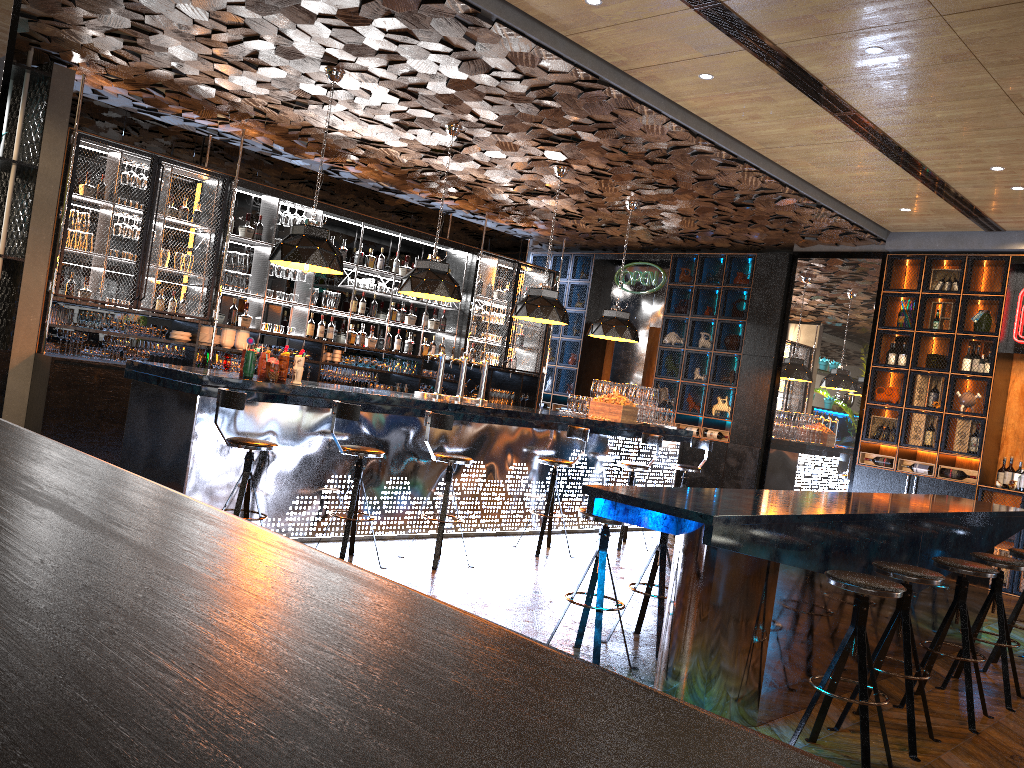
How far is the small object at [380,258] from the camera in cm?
1074

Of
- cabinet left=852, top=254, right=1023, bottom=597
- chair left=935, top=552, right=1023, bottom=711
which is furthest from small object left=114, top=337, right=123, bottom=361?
cabinet left=852, top=254, right=1023, bottom=597

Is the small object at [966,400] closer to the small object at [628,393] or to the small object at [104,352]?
the small object at [628,393]

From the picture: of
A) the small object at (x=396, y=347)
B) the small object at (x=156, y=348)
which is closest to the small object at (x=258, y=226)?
the small object at (x=156, y=348)

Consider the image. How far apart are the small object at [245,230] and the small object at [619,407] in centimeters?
410cm

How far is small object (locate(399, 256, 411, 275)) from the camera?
11.0 meters

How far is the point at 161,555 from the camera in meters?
1.1

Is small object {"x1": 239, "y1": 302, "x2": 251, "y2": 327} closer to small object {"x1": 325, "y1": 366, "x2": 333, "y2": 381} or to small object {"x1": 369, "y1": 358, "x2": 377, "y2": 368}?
small object {"x1": 325, "y1": 366, "x2": 333, "y2": 381}

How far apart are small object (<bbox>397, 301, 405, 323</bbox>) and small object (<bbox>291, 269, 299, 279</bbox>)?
1.6 meters

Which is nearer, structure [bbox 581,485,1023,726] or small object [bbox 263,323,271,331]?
structure [bbox 581,485,1023,726]
